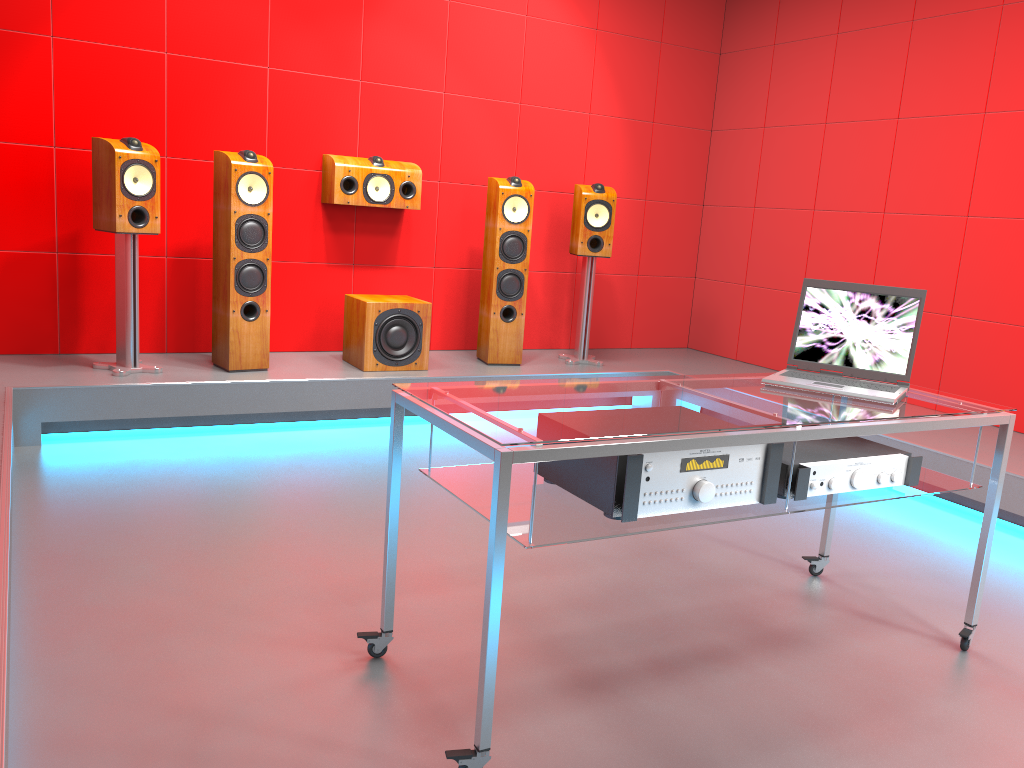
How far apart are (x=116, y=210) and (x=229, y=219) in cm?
49

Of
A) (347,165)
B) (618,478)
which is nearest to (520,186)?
(347,165)

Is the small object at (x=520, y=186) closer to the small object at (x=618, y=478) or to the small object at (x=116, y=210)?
the small object at (x=116, y=210)

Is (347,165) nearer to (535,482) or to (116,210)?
(116,210)

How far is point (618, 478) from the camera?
1.83m

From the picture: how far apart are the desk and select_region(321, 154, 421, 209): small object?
2.80m

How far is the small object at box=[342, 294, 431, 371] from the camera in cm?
452

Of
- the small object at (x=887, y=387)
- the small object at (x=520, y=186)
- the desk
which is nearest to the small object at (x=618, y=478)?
the desk

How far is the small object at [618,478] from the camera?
1.8m

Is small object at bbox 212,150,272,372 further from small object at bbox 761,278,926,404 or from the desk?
small object at bbox 761,278,926,404
